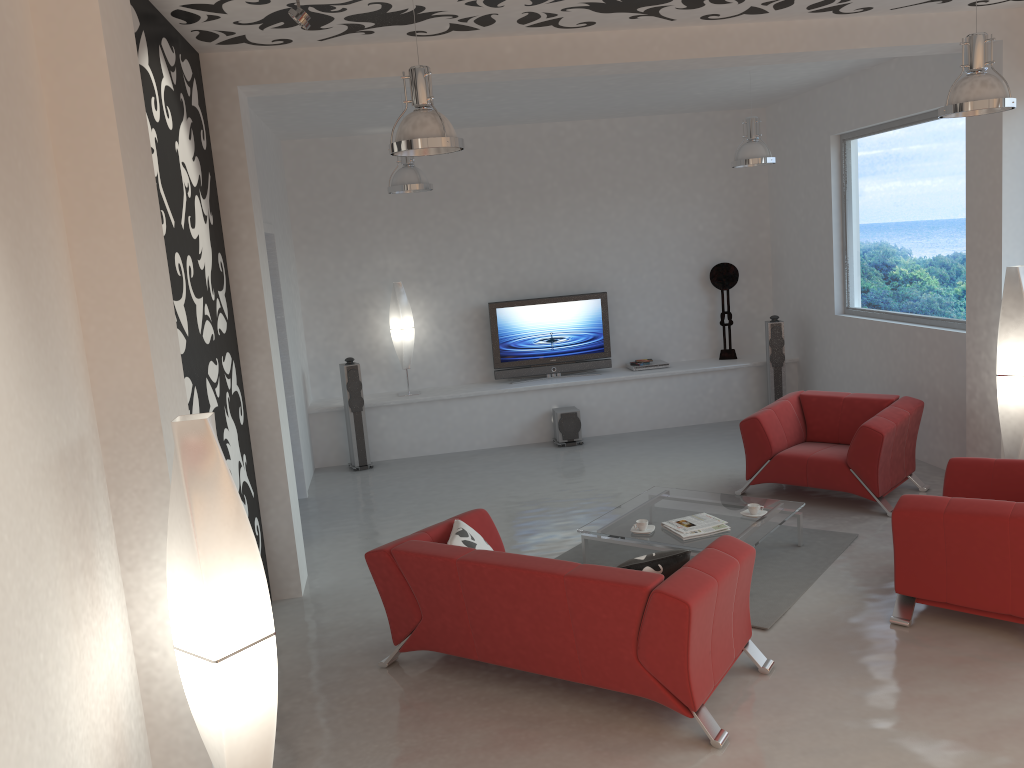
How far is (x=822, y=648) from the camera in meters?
4.6

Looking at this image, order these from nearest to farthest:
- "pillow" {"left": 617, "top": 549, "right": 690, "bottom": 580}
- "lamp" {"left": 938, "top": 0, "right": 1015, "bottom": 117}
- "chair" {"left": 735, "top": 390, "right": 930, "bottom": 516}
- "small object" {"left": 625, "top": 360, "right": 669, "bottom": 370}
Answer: "pillow" {"left": 617, "top": 549, "right": 690, "bottom": 580} → "lamp" {"left": 938, "top": 0, "right": 1015, "bottom": 117} → "chair" {"left": 735, "top": 390, "right": 930, "bottom": 516} → "small object" {"left": 625, "top": 360, "right": 669, "bottom": 370}

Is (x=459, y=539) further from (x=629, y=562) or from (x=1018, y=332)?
(x=1018, y=332)

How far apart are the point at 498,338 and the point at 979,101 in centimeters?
599cm

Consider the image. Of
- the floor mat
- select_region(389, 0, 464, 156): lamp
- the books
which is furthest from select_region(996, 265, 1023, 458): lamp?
select_region(389, 0, 464, 156): lamp

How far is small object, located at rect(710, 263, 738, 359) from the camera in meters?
10.2 m

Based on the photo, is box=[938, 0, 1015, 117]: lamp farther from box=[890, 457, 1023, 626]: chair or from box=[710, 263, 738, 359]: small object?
box=[710, 263, 738, 359]: small object

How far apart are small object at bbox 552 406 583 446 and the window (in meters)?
3.00

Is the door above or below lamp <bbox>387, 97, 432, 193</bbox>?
below

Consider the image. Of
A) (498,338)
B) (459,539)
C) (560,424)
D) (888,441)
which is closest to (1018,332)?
(888,441)
